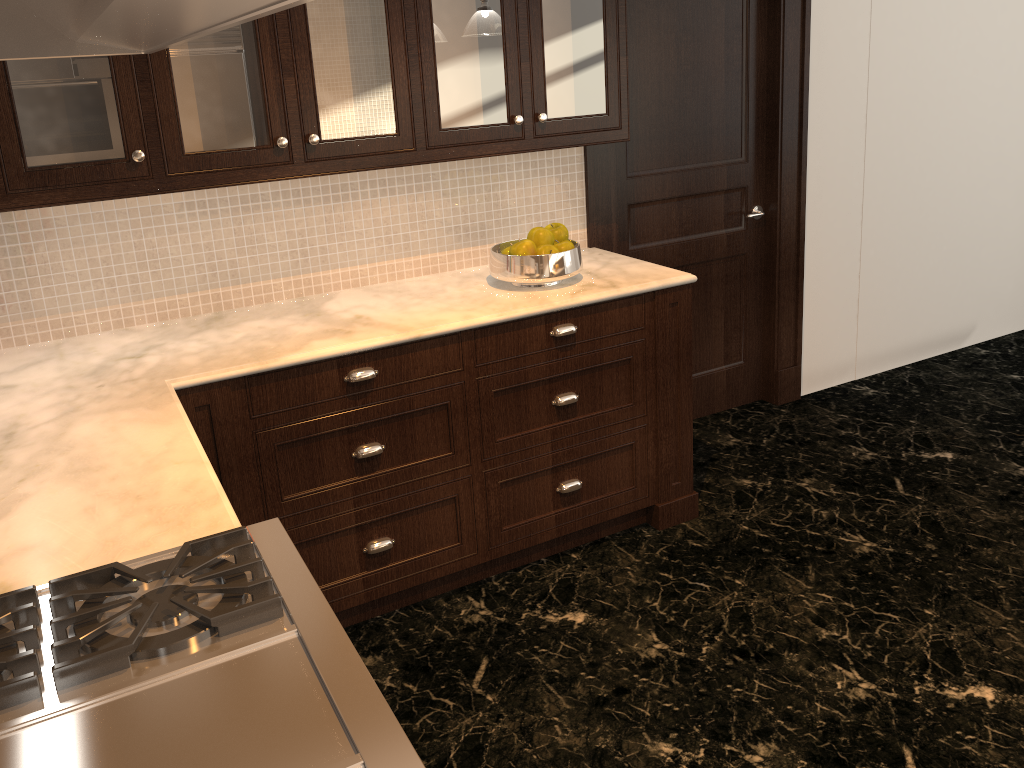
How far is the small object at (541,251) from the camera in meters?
2.8

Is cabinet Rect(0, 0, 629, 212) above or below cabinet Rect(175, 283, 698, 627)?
A: above

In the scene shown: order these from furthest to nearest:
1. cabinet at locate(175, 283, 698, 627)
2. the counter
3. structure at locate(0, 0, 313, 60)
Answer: cabinet at locate(175, 283, 698, 627), the counter, structure at locate(0, 0, 313, 60)

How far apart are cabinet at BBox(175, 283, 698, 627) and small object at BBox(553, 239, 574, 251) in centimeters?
24cm

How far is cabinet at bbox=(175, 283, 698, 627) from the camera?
2.4 meters

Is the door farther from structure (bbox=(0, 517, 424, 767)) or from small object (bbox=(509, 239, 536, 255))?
structure (bbox=(0, 517, 424, 767))

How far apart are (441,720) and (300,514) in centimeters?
69cm

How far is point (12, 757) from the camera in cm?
102

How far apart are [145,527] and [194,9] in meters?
1.1

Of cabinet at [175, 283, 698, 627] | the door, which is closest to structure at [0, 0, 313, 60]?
cabinet at [175, 283, 698, 627]
